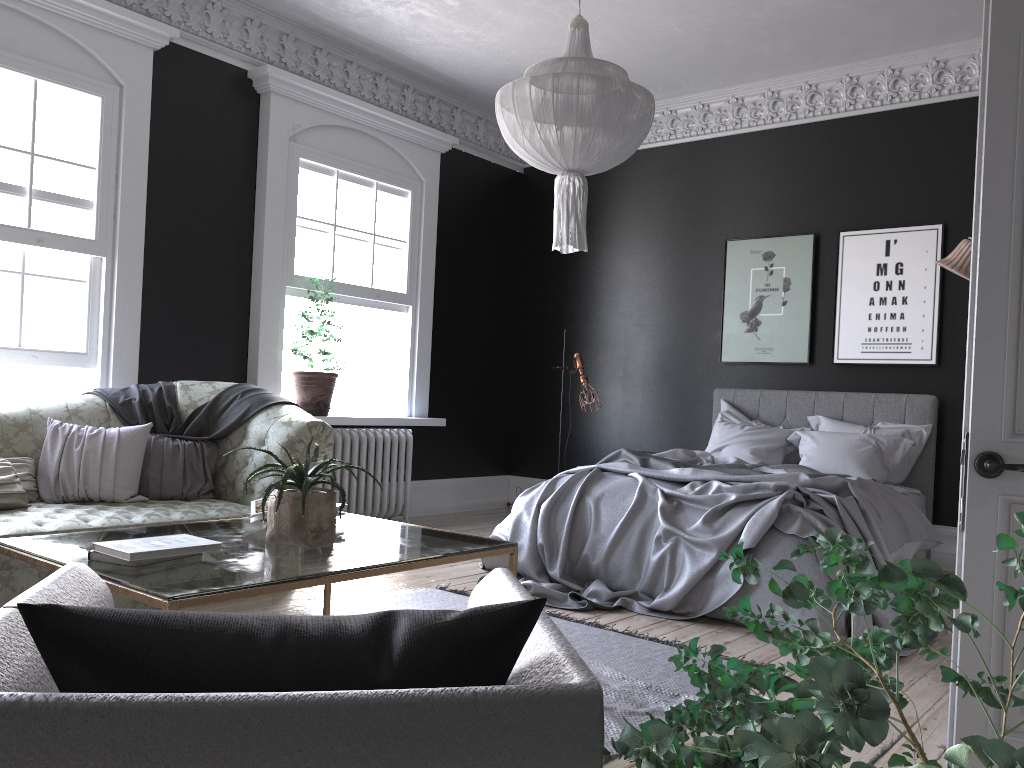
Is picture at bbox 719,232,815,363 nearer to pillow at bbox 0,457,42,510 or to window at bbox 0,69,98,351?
window at bbox 0,69,98,351

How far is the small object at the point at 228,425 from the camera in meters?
5.2

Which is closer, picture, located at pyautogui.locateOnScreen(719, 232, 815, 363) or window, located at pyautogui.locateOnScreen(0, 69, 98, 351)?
window, located at pyautogui.locateOnScreen(0, 69, 98, 351)

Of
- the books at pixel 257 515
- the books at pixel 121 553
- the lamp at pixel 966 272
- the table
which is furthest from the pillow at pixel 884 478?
the books at pixel 121 553

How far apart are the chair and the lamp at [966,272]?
5.32m

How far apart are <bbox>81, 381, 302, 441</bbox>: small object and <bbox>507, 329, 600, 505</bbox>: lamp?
3.0 meters

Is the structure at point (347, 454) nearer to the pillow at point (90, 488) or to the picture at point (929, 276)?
the pillow at point (90, 488)

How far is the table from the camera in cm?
240

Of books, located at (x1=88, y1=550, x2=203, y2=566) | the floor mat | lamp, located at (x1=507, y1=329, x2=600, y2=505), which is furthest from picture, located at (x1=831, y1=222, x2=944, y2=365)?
books, located at (x1=88, y1=550, x2=203, y2=566)

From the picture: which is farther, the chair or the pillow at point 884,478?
the pillow at point 884,478
